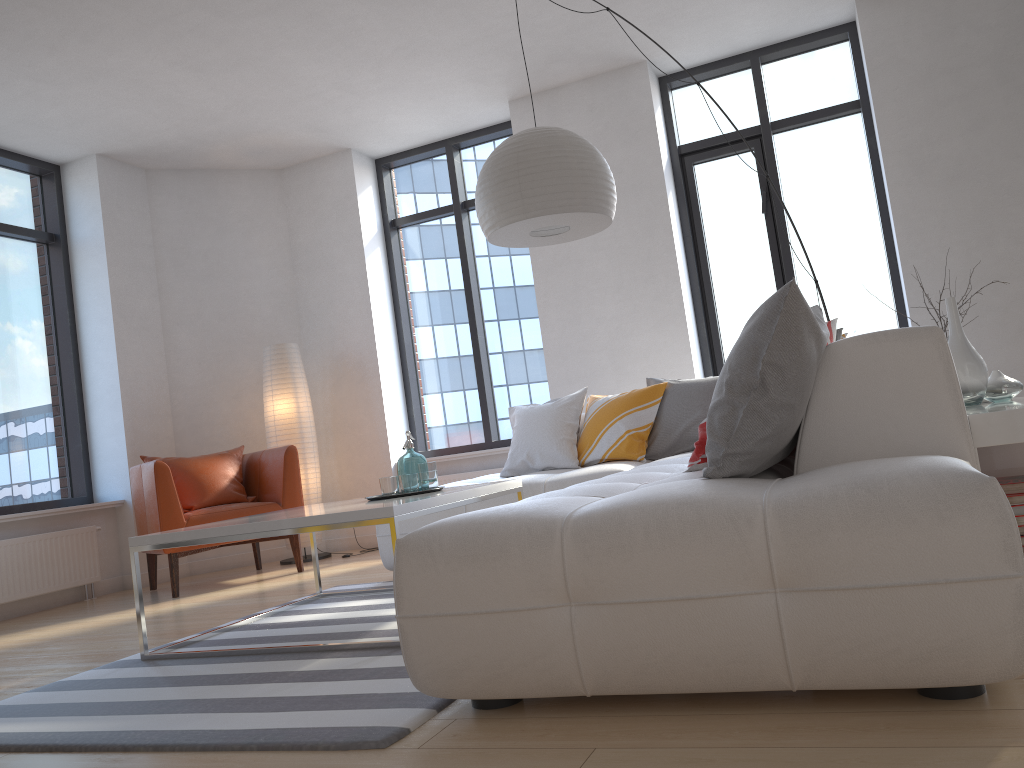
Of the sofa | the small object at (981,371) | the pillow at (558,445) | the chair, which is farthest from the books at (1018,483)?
the chair

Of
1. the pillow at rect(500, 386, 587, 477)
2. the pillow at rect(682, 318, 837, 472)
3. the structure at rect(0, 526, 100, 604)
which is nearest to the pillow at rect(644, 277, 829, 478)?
the pillow at rect(682, 318, 837, 472)

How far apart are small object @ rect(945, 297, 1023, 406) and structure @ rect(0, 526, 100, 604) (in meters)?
5.02

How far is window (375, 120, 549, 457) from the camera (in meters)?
6.67

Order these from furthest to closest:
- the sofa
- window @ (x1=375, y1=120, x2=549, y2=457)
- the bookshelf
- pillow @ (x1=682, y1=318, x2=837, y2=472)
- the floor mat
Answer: window @ (x1=375, y1=120, x2=549, y2=457) < pillow @ (x1=682, y1=318, x2=837, y2=472) < the bookshelf < the floor mat < the sofa

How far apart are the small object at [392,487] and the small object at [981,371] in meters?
2.0

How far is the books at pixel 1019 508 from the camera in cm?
227

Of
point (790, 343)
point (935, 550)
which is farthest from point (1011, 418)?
point (935, 550)

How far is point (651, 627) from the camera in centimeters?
175cm

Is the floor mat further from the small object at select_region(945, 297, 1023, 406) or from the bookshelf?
the small object at select_region(945, 297, 1023, 406)
